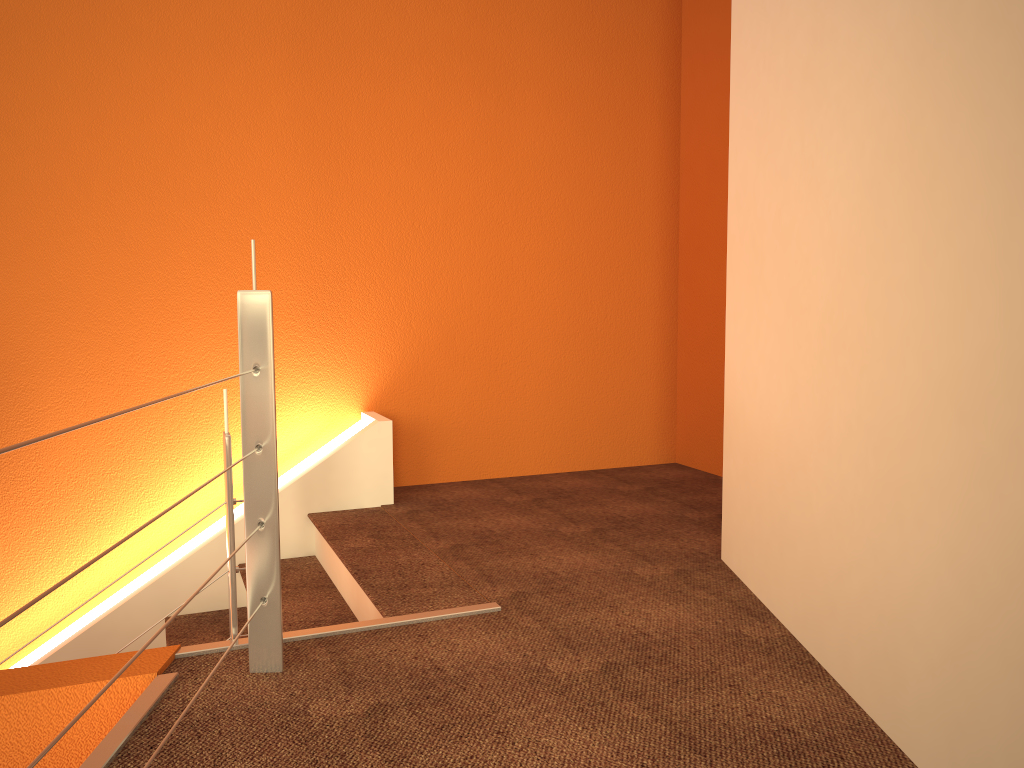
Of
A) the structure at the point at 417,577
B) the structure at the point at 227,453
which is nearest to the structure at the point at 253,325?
the structure at the point at 227,453

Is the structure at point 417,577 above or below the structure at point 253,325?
below

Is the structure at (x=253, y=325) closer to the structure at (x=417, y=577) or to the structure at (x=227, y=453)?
the structure at (x=227, y=453)

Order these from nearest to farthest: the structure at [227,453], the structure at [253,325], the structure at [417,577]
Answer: the structure at [253,325]
the structure at [227,453]
the structure at [417,577]

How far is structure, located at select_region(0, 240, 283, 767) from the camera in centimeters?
178cm

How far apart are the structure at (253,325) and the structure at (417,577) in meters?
0.4

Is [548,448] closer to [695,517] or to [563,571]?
[695,517]

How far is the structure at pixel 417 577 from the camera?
2.5m

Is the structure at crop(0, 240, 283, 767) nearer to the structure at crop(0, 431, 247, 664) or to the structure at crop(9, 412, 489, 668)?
the structure at crop(0, 431, 247, 664)

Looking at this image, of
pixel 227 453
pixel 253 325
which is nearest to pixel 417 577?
pixel 227 453
